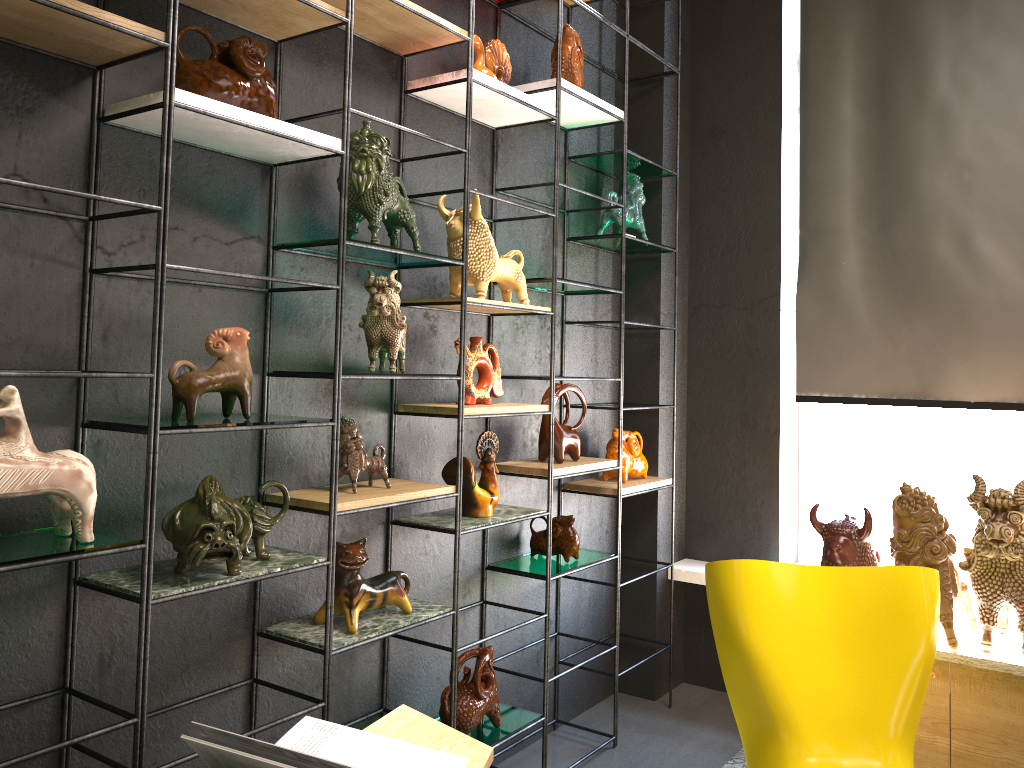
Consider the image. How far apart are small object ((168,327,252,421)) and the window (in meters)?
2.84

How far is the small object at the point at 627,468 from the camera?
3.6 meters

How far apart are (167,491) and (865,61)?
→ 3.2 meters

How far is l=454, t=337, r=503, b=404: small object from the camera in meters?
2.8 m

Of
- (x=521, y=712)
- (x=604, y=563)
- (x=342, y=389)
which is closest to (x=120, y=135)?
(x=342, y=389)

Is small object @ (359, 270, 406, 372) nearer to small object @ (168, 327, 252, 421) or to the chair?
small object @ (168, 327, 252, 421)

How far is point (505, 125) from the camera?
3.10m

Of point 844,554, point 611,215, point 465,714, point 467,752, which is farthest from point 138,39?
point 844,554

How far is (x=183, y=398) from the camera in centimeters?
195cm

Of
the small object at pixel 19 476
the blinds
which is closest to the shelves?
the small object at pixel 19 476
